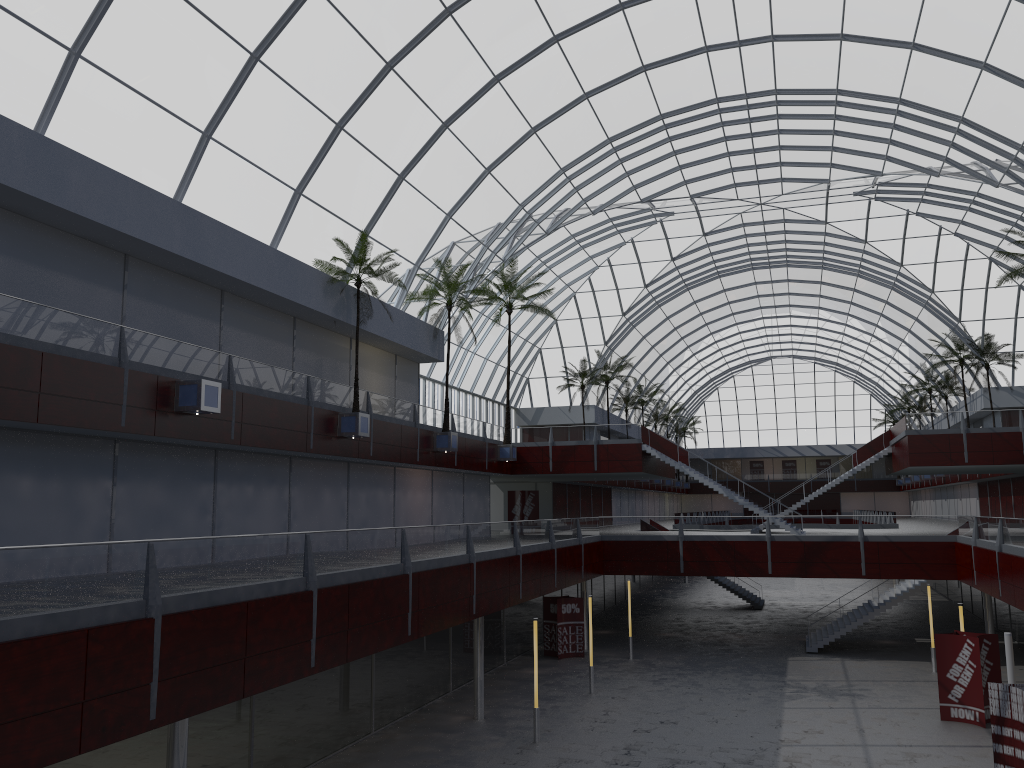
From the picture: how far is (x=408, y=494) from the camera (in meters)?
48.24

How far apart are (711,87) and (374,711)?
35.61m
